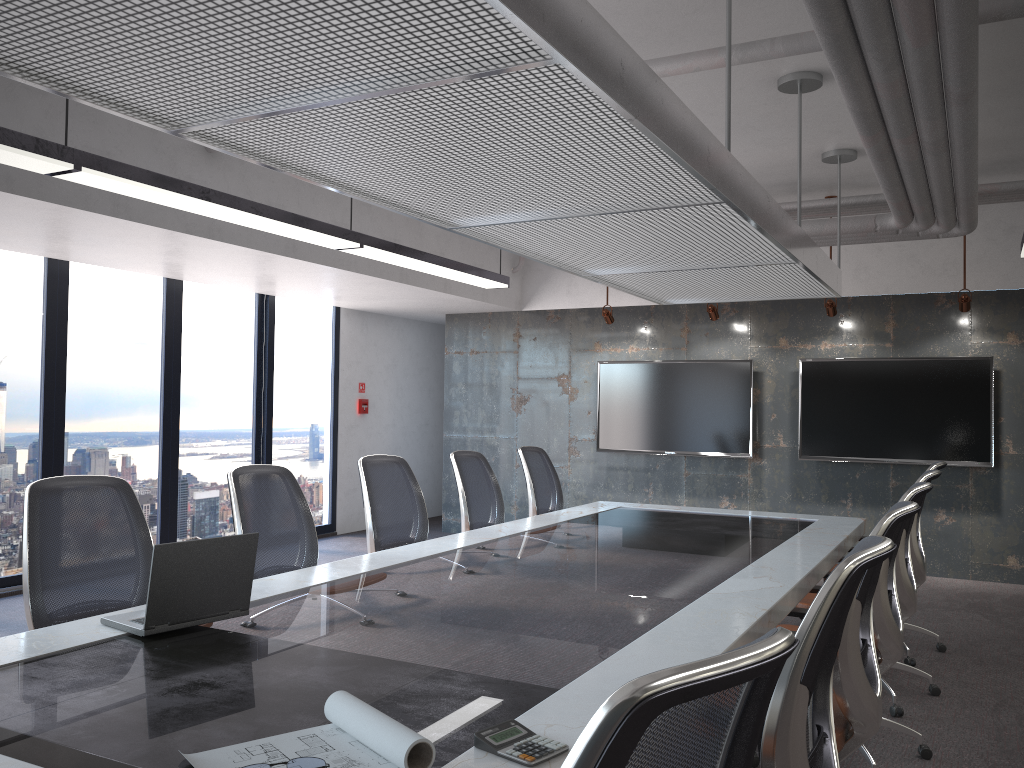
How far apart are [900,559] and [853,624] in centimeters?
190cm

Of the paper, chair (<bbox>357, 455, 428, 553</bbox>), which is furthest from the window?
the paper

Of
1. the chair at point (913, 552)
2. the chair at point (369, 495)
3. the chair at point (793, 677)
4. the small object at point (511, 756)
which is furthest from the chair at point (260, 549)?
the chair at point (913, 552)

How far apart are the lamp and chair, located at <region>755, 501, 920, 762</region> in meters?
3.5 m

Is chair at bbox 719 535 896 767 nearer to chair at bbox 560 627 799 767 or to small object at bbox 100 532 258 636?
chair at bbox 560 627 799 767

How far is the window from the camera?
6.8 meters

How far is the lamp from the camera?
3.7 meters

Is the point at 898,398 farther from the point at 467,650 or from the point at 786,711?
the point at 786,711

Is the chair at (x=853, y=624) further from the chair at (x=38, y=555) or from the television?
the television

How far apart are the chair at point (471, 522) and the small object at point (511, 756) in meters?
3.6 m
